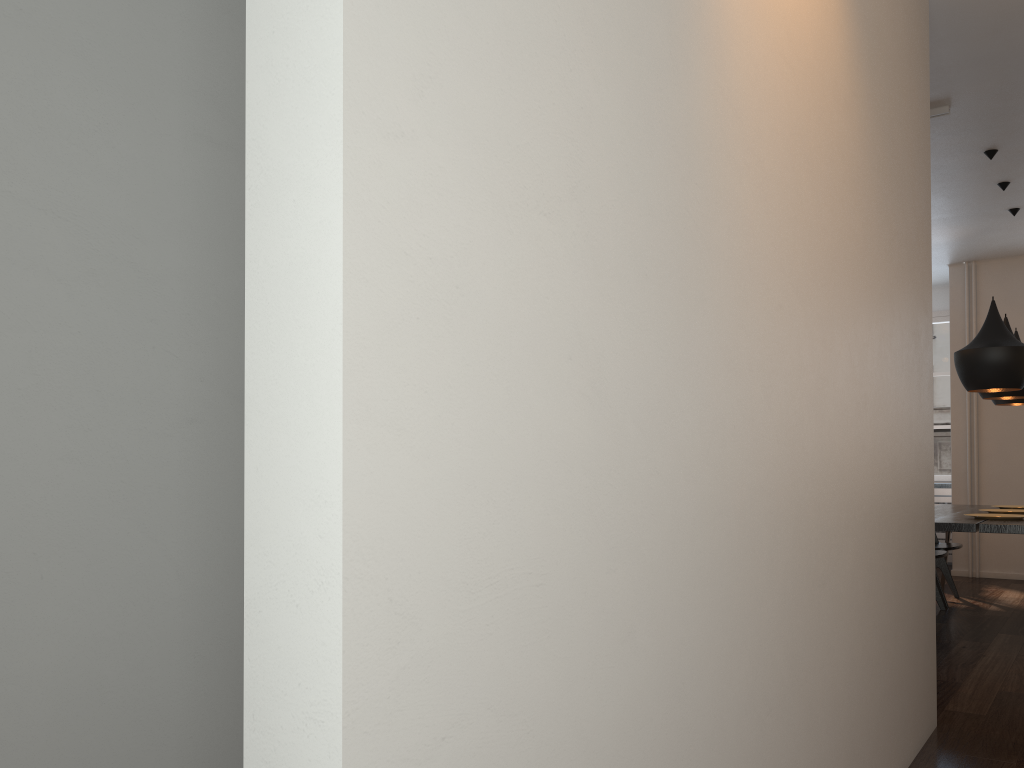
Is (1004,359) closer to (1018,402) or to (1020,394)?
(1020,394)

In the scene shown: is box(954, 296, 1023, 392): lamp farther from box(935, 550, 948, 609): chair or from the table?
box(935, 550, 948, 609): chair

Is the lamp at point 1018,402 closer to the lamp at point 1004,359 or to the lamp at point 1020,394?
the lamp at point 1020,394

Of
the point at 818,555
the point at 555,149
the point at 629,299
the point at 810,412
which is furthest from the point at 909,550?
the point at 555,149

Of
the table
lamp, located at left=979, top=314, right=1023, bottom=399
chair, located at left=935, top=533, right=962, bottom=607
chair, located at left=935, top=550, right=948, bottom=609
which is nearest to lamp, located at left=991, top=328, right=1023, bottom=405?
lamp, located at left=979, top=314, right=1023, bottom=399

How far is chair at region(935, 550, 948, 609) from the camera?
5.6 meters

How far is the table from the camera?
4.51m

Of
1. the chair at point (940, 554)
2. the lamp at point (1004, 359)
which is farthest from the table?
the lamp at point (1004, 359)

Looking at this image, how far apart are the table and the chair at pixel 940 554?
0.3m

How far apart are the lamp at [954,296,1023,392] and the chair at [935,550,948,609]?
1.12m
